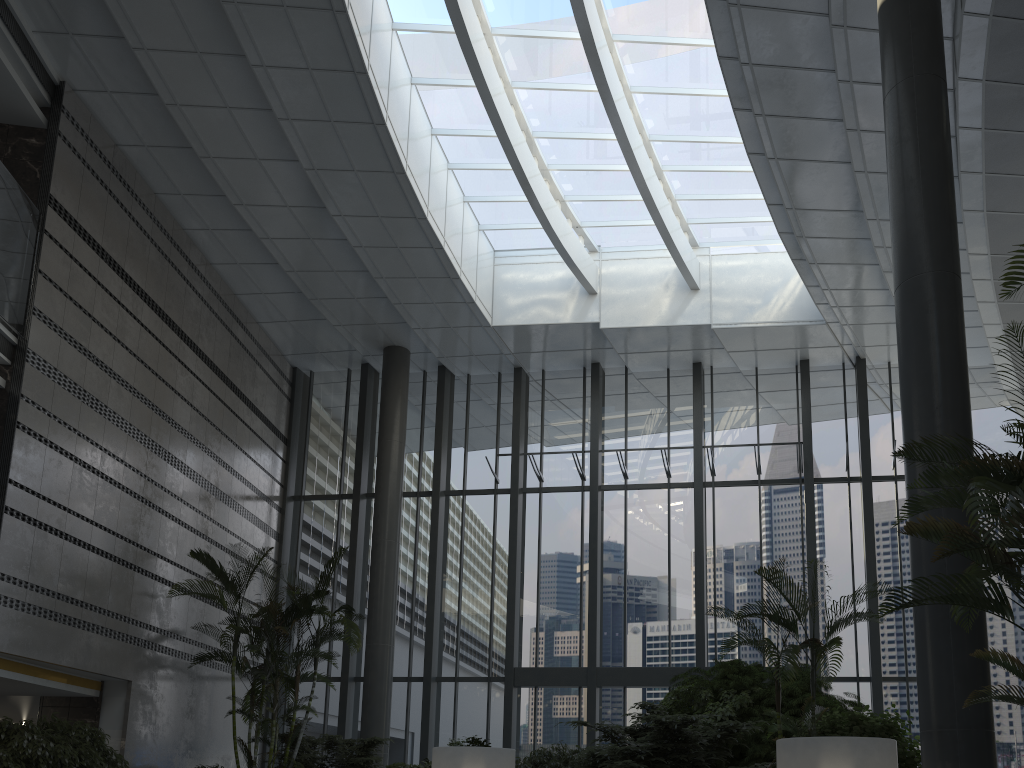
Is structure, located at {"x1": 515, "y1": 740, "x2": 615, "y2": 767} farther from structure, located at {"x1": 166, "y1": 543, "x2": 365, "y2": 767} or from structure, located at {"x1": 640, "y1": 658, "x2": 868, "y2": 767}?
structure, located at {"x1": 166, "y1": 543, "x2": 365, "y2": 767}

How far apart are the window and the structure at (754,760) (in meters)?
2.50

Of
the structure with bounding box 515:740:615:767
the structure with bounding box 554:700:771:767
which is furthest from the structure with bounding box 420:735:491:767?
the structure with bounding box 554:700:771:767

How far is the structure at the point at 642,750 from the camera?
7.43m

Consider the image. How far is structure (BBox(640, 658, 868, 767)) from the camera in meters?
8.6 m

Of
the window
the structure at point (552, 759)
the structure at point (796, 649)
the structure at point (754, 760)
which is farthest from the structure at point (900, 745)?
the window

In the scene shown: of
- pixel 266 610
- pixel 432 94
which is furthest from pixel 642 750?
pixel 432 94

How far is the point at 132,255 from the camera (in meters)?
11.56

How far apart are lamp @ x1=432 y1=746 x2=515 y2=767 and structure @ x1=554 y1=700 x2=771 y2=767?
0.77m

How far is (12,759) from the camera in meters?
7.7
